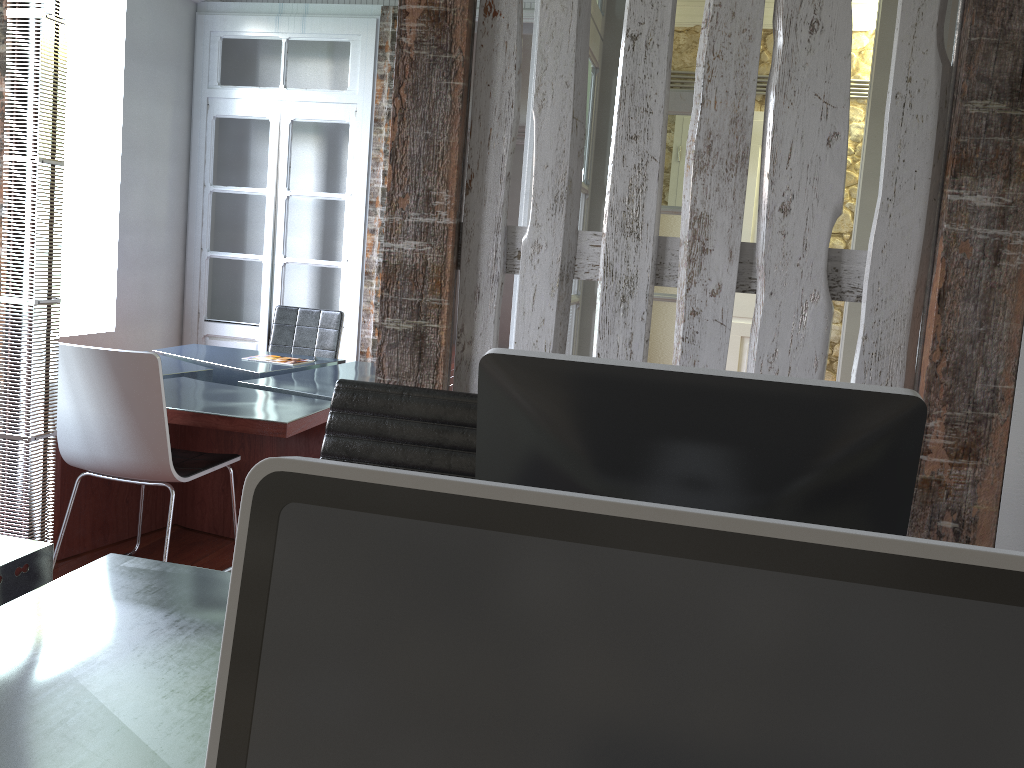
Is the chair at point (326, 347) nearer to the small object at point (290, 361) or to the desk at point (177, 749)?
the small object at point (290, 361)

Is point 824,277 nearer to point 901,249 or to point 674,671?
point 901,249

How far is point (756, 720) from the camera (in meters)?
0.40

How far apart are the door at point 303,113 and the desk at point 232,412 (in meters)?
0.81

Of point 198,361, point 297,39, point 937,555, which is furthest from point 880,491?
point 297,39

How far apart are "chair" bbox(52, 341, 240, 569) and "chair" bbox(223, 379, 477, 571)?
1.2 meters

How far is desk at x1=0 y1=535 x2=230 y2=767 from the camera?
1.0 meters

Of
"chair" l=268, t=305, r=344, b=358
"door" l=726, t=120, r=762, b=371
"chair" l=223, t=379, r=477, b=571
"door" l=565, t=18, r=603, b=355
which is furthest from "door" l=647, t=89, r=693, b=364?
"chair" l=223, t=379, r=477, b=571

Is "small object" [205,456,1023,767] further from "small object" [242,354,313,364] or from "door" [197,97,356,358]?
"door" [197,97,356,358]

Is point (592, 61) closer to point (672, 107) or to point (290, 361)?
point (672, 107)
